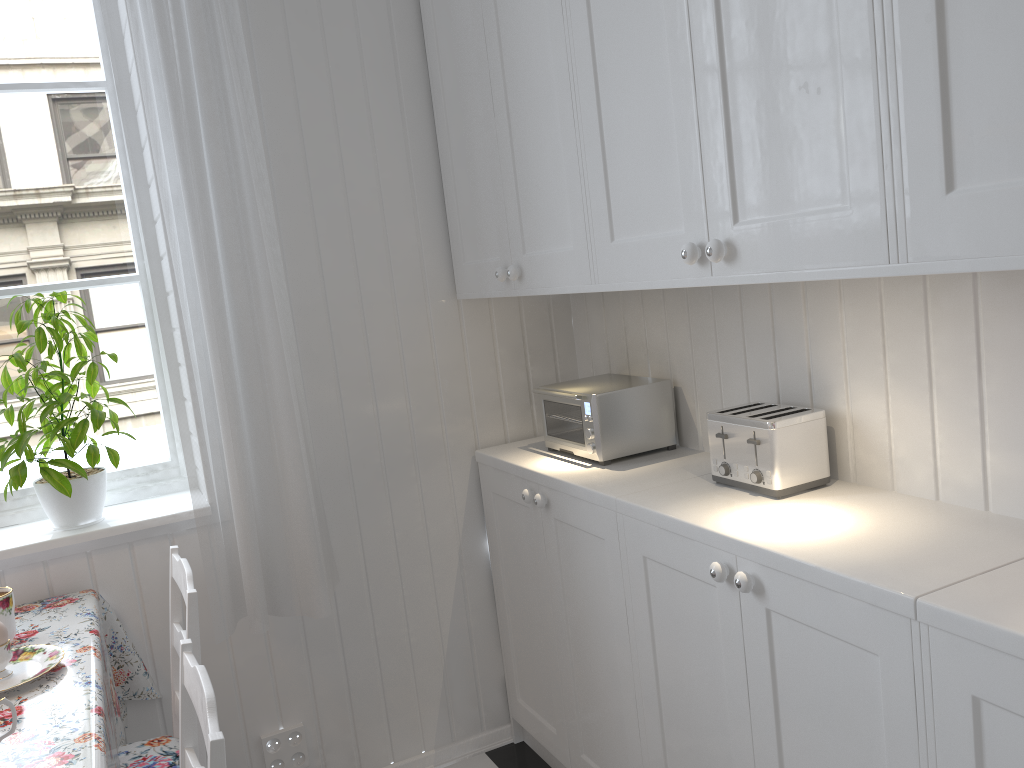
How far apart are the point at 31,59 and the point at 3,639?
1.3m

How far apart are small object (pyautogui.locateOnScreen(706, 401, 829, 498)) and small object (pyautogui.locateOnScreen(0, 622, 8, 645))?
1.28m

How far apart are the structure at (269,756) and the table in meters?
0.3 m

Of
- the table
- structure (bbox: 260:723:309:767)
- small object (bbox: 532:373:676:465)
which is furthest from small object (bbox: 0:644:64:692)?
small object (bbox: 532:373:676:465)

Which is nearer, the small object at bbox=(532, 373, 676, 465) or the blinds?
the blinds

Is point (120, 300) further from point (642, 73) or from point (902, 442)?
point (902, 442)

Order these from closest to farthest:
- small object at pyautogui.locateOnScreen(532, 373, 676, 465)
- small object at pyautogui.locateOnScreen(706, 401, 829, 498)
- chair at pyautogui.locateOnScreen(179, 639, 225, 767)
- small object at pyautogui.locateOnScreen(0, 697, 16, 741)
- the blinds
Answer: chair at pyautogui.locateOnScreen(179, 639, 225, 767)
small object at pyautogui.locateOnScreen(0, 697, 16, 741)
small object at pyautogui.locateOnScreen(706, 401, 829, 498)
the blinds
small object at pyautogui.locateOnScreen(532, 373, 676, 465)

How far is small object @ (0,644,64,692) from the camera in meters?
1.5 m

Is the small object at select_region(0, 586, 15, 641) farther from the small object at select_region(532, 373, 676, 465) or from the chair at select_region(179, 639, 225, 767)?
the small object at select_region(532, 373, 676, 465)

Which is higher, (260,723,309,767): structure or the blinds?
the blinds
